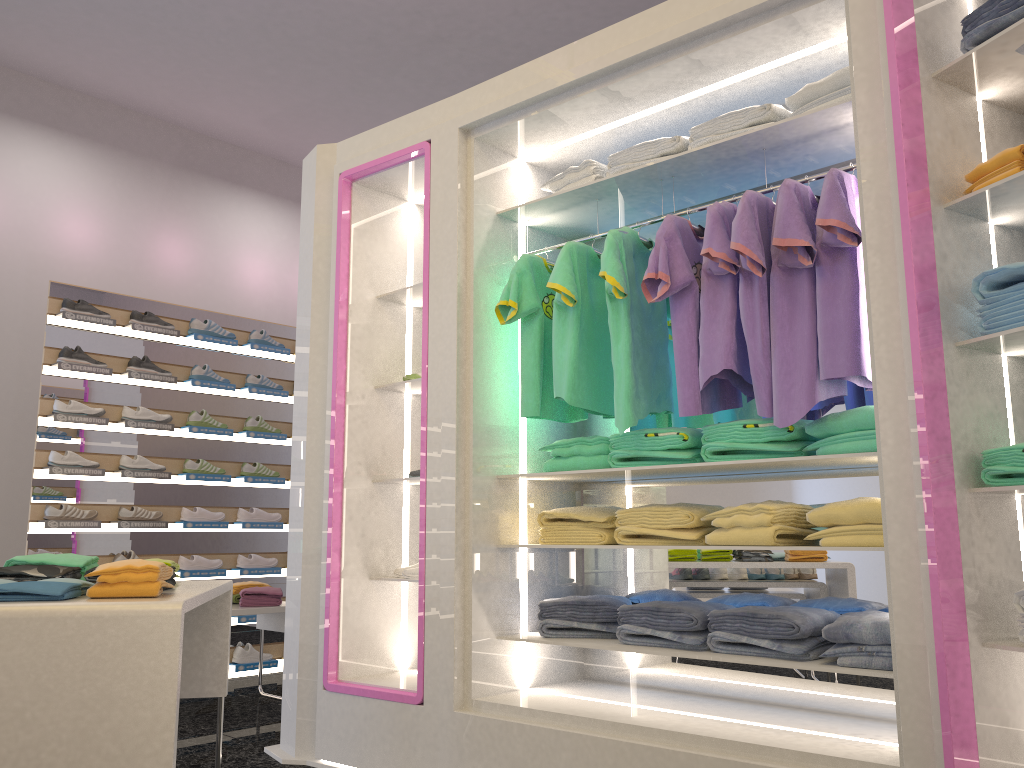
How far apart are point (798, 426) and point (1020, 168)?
0.96m

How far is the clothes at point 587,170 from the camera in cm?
342

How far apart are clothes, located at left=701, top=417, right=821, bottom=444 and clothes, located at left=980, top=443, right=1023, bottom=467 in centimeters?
61cm

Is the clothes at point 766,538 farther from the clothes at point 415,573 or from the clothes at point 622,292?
the clothes at point 415,573

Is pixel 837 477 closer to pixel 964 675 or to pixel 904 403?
pixel 904 403

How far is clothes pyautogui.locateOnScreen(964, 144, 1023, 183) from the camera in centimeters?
219cm

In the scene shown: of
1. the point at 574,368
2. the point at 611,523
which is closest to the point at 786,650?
the point at 611,523

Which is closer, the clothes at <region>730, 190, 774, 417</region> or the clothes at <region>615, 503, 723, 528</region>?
the clothes at <region>730, 190, 774, 417</region>

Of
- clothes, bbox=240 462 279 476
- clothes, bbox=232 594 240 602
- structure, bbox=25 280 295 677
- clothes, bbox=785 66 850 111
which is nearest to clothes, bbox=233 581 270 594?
clothes, bbox=232 594 240 602

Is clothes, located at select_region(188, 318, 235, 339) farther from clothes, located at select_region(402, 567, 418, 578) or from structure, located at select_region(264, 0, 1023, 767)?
clothes, located at select_region(402, 567, 418, 578)
